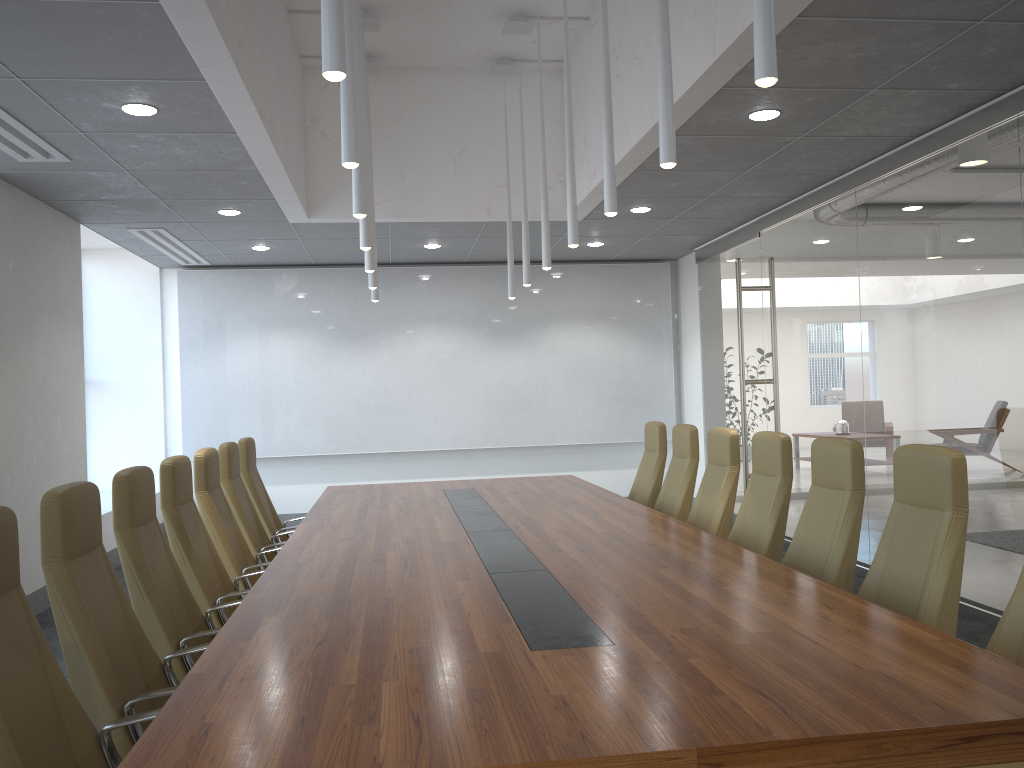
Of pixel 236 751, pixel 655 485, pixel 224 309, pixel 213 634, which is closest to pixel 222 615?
pixel 213 634

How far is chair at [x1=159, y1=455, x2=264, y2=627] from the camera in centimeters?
466cm

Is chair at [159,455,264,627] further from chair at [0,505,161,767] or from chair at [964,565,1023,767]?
chair at [964,565,1023,767]

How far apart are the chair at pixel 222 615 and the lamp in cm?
166

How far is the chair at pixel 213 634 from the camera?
3.9m

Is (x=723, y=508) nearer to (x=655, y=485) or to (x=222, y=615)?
(x=655, y=485)

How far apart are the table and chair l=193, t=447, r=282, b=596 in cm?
34

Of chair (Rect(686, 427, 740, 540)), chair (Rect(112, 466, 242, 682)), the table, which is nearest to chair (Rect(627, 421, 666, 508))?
the table

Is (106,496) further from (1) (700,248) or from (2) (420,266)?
(1) (700,248)

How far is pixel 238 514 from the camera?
6.26m
